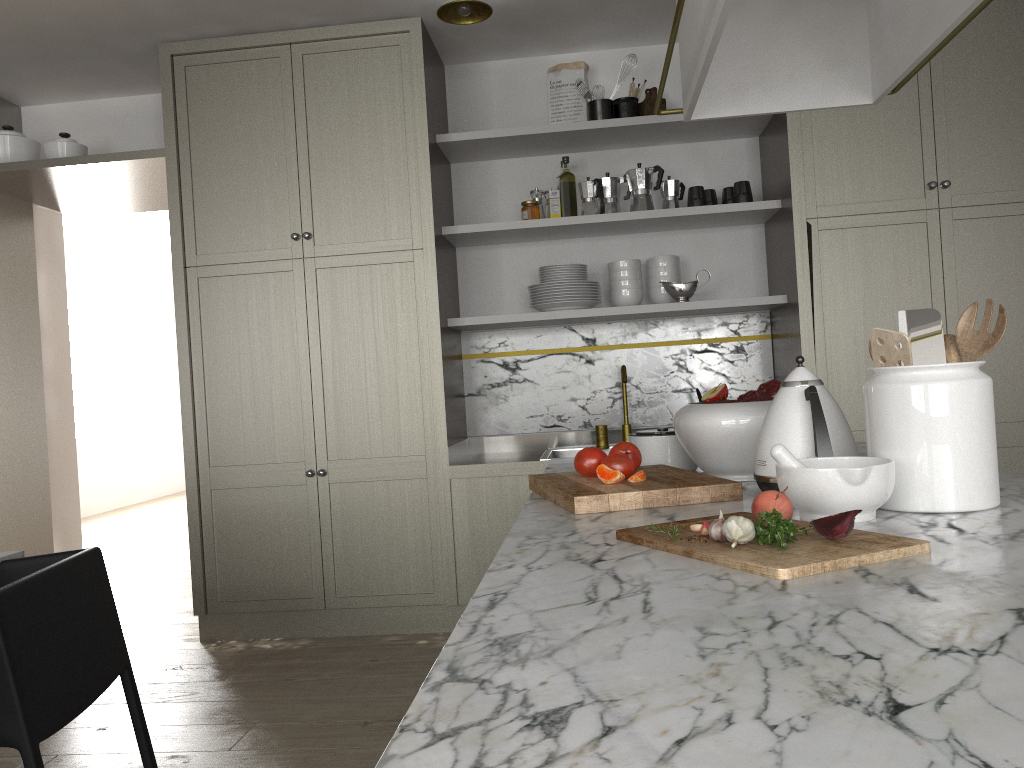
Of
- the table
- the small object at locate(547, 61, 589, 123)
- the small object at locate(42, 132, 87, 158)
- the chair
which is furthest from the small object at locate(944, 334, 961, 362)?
the small object at locate(42, 132, 87, 158)

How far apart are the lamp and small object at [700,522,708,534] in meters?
2.4

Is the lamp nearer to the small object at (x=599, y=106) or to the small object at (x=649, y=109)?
the small object at (x=599, y=106)

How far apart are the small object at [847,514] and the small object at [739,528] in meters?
0.1

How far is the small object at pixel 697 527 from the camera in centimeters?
114cm

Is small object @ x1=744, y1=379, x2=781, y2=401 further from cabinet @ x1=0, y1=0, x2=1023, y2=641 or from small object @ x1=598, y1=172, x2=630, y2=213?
small object @ x1=598, y1=172, x2=630, y2=213

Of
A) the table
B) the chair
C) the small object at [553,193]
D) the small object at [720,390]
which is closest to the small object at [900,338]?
the small object at [720,390]

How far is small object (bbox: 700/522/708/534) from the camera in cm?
111

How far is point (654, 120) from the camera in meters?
3.5 m

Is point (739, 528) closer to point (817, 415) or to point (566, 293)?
point (817, 415)
